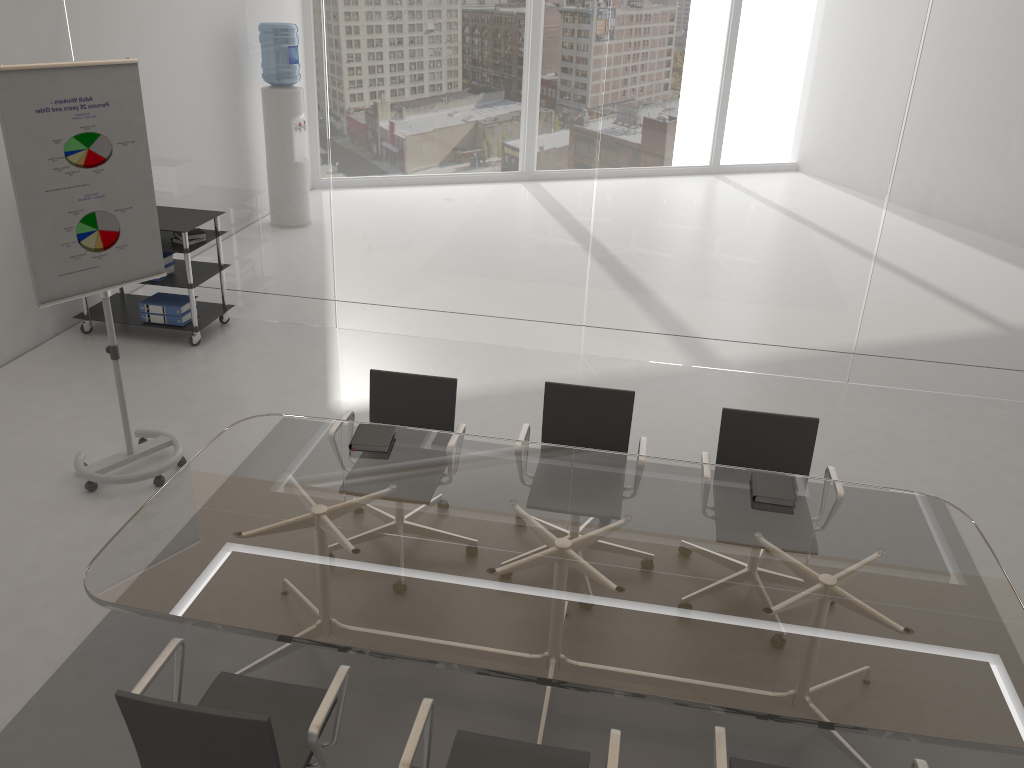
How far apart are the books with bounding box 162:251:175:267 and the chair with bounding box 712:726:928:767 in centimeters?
519cm

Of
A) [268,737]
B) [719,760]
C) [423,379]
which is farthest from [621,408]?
[268,737]

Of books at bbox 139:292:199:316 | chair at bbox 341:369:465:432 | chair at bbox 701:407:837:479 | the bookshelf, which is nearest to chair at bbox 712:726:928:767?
chair at bbox 701:407:837:479

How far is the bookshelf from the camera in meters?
6.1 m

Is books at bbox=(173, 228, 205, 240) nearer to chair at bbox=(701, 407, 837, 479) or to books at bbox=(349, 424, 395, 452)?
books at bbox=(349, 424, 395, 452)

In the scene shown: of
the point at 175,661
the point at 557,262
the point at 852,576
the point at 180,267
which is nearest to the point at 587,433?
the point at 852,576

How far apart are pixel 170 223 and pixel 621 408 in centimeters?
371cm

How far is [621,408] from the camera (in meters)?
4.11

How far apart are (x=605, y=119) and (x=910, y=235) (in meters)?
2.12

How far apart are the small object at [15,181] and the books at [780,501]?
3.0 meters
